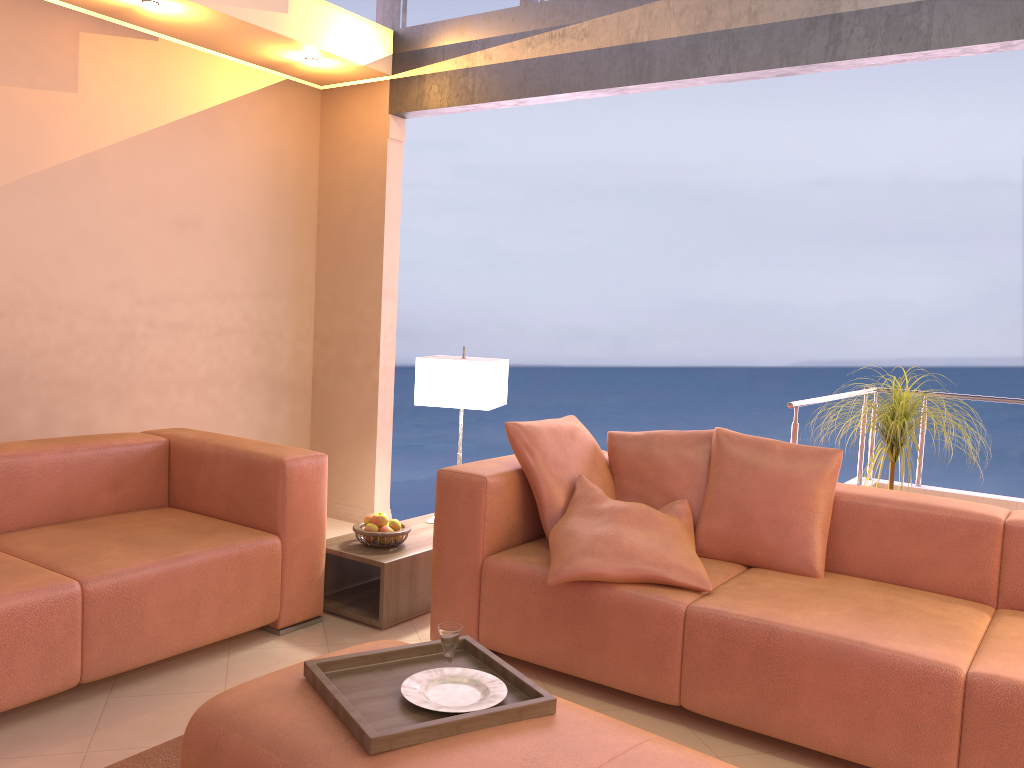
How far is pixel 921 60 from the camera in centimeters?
342cm

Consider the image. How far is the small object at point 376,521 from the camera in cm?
354

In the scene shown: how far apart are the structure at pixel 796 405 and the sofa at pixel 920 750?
0.8 meters

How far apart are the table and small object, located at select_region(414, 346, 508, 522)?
0.55m

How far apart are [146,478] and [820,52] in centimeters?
316cm

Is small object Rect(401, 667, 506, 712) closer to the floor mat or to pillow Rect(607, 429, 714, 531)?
the floor mat

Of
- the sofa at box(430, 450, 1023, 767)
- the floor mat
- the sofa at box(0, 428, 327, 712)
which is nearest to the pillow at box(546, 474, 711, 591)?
the sofa at box(430, 450, 1023, 767)

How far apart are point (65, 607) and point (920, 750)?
2.38m

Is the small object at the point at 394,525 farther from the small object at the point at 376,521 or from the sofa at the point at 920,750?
the sofa at the point at 920,750

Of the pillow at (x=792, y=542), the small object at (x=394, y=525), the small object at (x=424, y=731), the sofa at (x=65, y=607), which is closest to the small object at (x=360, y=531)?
the small object at (x=394, y=525)
